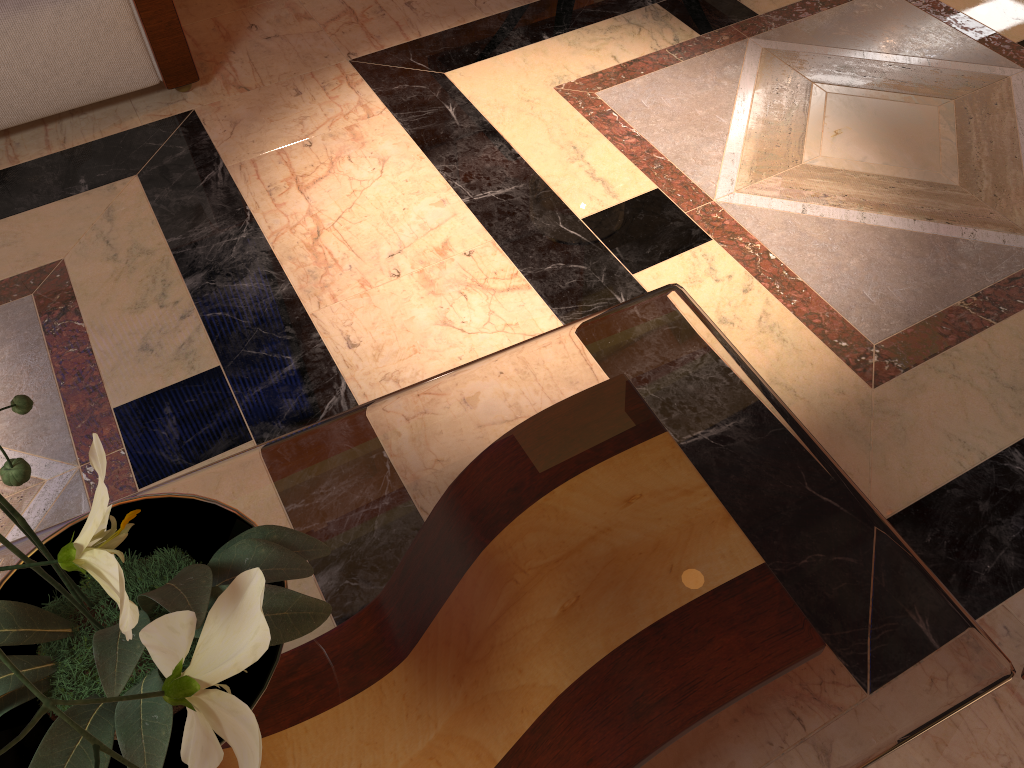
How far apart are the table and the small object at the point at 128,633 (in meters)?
0.06

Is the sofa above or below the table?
below

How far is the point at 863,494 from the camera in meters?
1.2 m

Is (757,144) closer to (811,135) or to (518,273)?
(811,135)

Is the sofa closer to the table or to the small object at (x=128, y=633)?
the table

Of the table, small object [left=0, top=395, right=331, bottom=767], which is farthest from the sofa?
small object [left=0, top=395, right=331, bottom=767]

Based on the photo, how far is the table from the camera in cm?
101

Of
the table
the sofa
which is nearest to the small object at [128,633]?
the table

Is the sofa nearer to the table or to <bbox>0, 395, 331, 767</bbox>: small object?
the table

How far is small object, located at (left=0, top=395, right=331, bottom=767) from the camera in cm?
65
